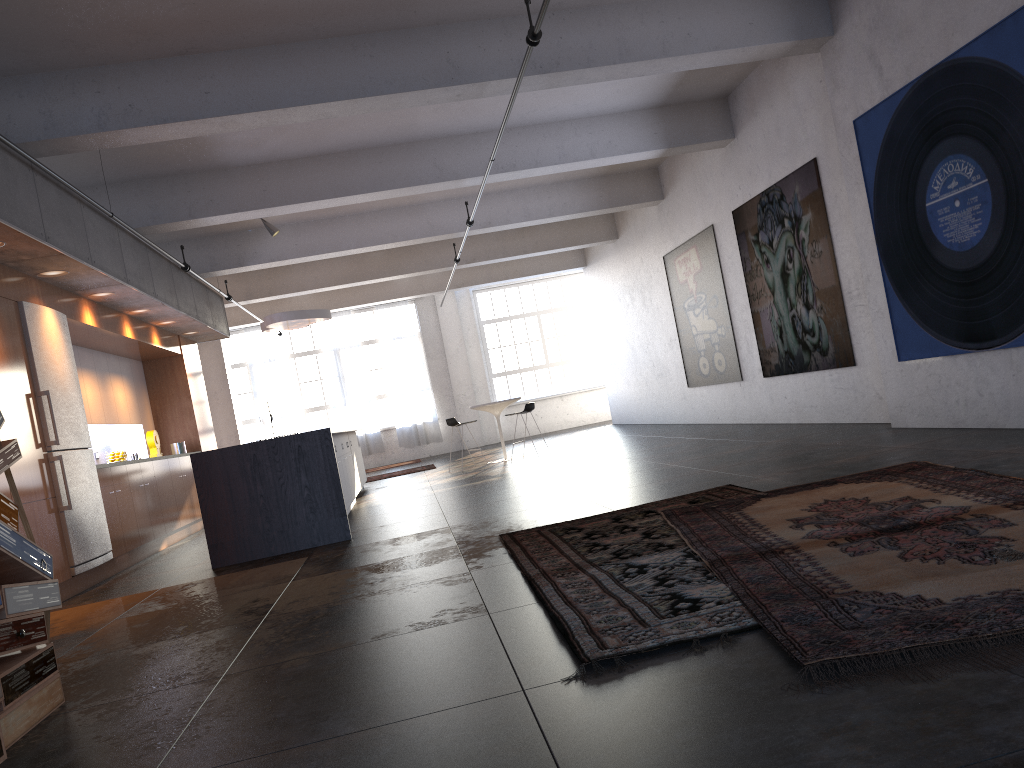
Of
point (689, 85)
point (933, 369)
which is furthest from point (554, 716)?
point (689, 85)

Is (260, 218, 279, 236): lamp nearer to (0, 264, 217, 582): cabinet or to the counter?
(0, 264, 217, 582): cabinet

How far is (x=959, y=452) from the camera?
5.6m

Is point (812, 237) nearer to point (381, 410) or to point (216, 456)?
point (216, 456)

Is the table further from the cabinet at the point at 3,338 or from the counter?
the counter

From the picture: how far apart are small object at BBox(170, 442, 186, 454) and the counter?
5.2m

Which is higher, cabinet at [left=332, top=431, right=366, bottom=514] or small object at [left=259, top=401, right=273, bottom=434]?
small object at [left=259, top=401, right=273, bottom=434]

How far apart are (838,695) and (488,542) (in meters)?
3.77

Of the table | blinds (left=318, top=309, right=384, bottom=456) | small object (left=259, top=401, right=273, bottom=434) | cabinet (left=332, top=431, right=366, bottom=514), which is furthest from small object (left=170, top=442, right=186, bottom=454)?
blinds (left=318, top=309, right=384, bottom=456)

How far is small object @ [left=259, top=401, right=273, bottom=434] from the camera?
18.47m
